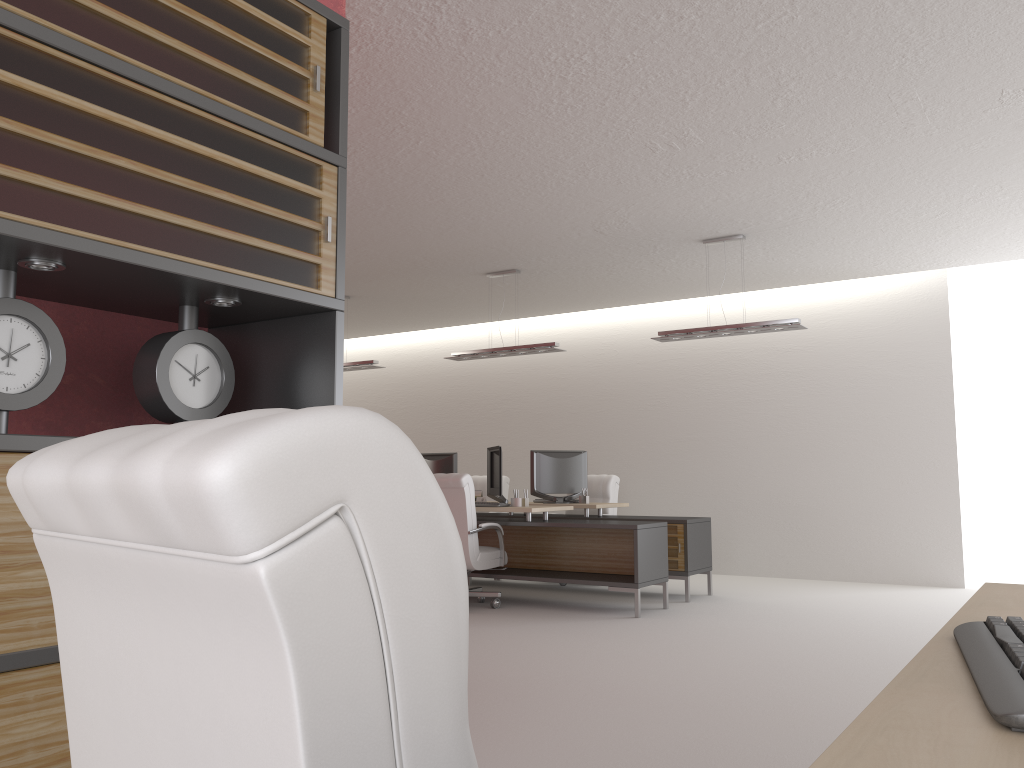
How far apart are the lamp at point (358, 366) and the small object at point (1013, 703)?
12.47m

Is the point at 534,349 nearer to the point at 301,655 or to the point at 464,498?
the point at 464,498

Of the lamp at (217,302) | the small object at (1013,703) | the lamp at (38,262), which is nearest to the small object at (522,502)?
the lamp at (217,302)

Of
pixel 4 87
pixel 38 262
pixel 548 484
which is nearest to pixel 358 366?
pixel 548 484

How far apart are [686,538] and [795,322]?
3.1 meters

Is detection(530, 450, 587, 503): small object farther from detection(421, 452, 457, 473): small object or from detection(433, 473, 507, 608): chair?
detection(433, 473, 507, 608): chair

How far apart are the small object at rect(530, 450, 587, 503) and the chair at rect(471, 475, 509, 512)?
2.7m

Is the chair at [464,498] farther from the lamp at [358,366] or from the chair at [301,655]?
the chair at [301,655]

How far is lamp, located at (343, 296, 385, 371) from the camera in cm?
1402

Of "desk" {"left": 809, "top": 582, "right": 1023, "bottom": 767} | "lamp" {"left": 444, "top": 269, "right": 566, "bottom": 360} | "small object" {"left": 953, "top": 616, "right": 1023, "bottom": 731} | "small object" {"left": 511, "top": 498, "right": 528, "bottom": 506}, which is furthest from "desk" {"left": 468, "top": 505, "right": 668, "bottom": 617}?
"small object" {"left": 953, "top": 616, "right": 1023, "bottom": 731}
